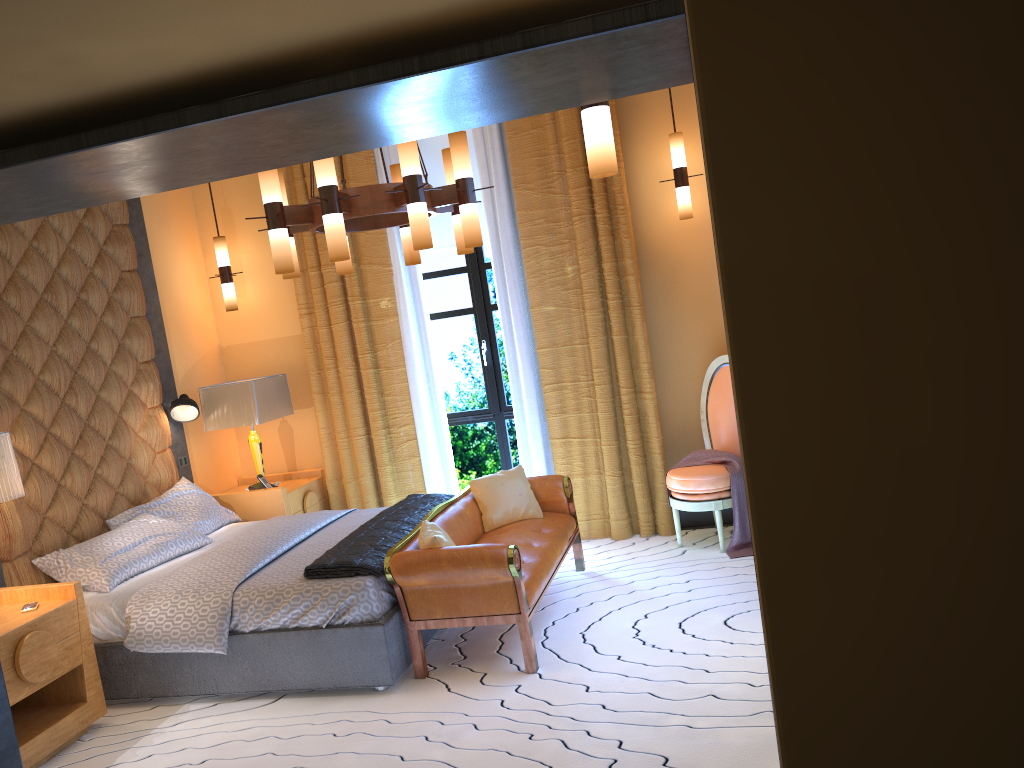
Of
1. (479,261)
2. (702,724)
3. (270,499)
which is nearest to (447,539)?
(702,724)

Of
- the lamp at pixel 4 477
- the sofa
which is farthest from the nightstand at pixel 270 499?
the lamp at pixel 4 477

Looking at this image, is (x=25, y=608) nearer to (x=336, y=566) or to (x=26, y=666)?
(x=26, y=666)

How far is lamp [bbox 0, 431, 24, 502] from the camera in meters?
3.9 m

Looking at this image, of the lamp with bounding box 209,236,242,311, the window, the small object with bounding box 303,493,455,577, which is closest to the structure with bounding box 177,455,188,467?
the lamp with bounding box 209,236,242,311

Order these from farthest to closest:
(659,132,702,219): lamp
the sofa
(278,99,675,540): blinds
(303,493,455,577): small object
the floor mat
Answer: (278,99,675,540): blinds
(659,132,702,219): lamp
(303,493,455,577): small object
the sofa
the floor mat

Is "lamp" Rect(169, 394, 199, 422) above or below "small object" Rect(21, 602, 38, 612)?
above

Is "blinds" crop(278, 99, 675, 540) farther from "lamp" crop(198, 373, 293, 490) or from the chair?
the chair

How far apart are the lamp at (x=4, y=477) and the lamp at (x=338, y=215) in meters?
1.4 m

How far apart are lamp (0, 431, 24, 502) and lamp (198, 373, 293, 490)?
2.0m
